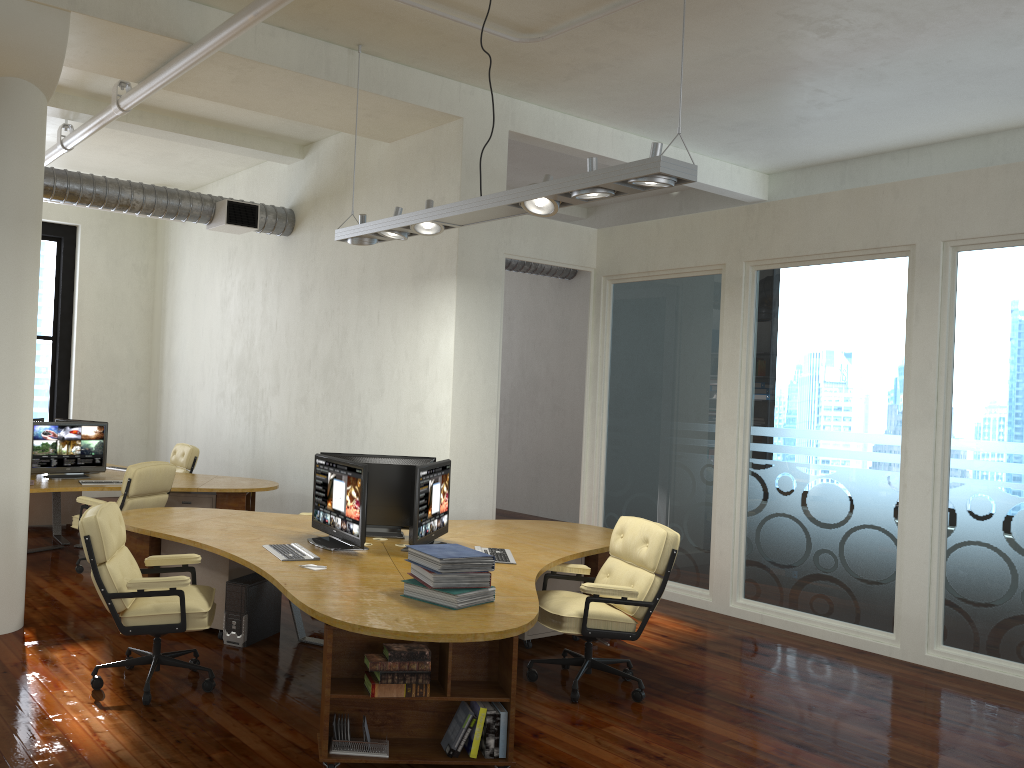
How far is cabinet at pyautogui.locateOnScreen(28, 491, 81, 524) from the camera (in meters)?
9.89

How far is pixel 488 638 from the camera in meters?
3.7 m

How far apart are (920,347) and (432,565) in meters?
4.3

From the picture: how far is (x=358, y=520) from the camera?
5.4m

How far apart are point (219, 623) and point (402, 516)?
1.5m

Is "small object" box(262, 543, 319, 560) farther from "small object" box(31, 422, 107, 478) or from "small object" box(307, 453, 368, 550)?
"small object" box(31, 422, 107, 478)

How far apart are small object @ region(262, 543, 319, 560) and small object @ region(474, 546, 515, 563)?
1.1m

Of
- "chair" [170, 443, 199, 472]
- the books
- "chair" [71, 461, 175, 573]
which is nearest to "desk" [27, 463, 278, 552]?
"chair" [71, 461, 175, 573]

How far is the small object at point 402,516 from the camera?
6.1m

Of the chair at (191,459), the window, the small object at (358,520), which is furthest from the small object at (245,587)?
the window
